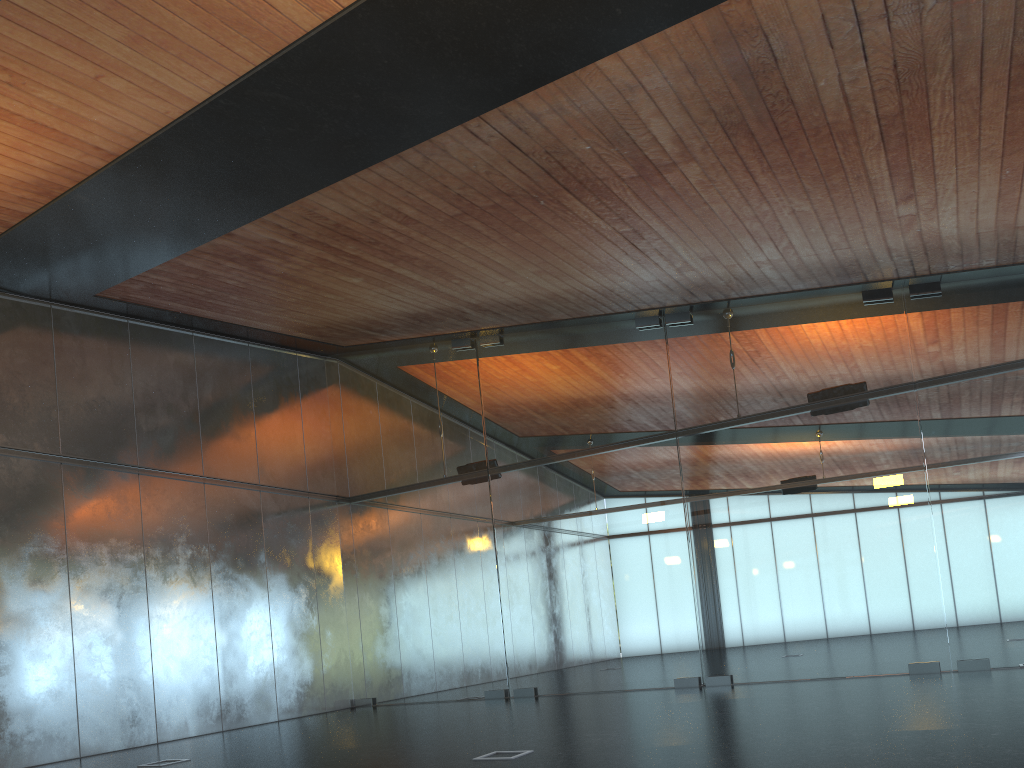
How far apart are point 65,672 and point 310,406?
6.7 meters
